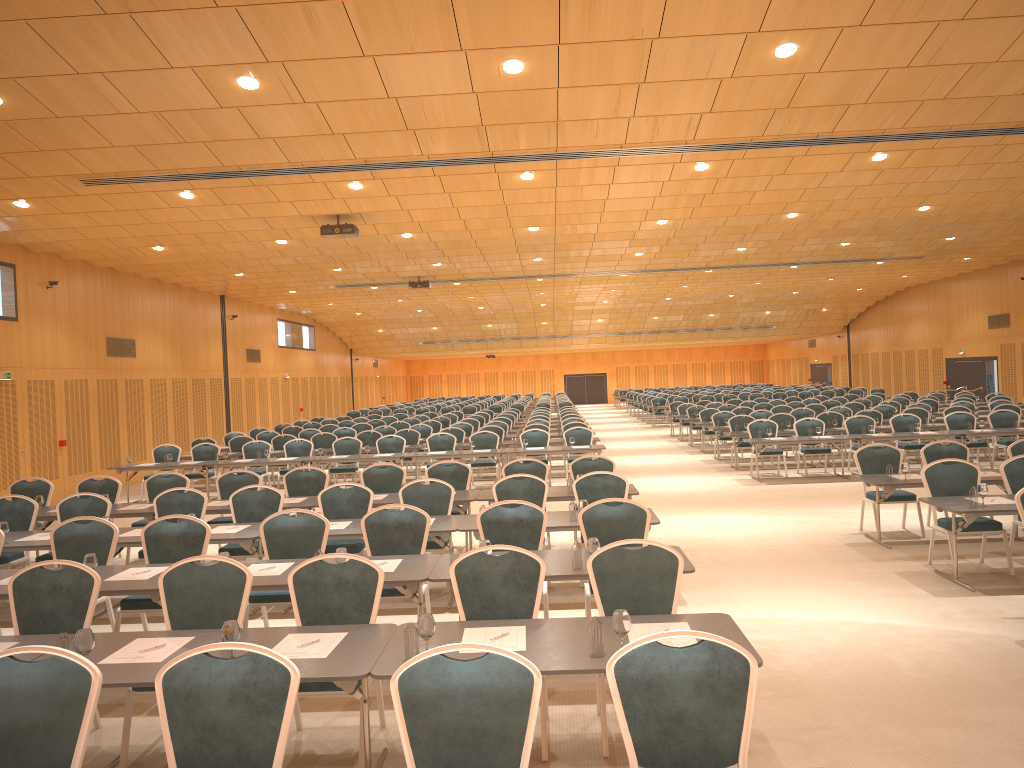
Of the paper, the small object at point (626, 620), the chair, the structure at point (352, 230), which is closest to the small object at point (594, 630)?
the small object at point (626, 620)

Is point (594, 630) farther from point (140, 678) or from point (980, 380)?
point (980, 380)

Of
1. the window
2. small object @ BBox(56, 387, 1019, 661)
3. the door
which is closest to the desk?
small object @ BBox(56, 387, 1019, 661)

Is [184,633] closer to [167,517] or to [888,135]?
[167,517]

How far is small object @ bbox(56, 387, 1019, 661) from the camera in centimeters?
436cm

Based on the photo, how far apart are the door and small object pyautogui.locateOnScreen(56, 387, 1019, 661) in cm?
2310

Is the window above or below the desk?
above

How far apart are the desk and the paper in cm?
4

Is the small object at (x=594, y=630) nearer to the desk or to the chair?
the desk

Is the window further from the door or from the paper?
the paper
